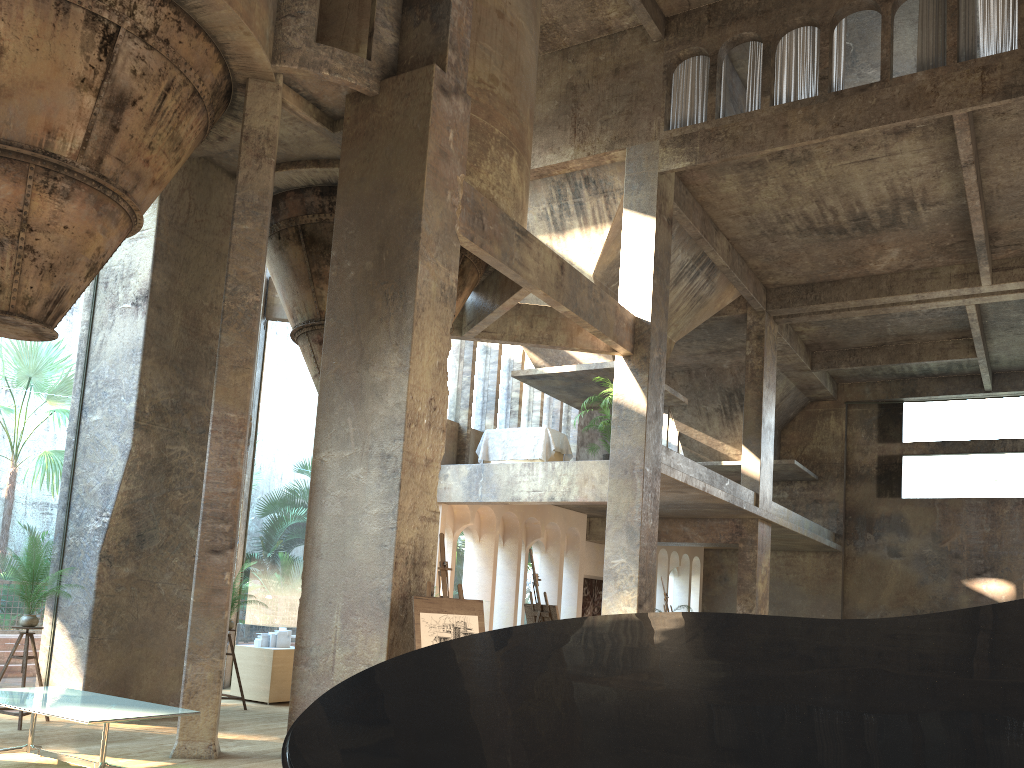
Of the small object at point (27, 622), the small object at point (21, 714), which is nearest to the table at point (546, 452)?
the small object at point (27, 622)

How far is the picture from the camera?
22.08m

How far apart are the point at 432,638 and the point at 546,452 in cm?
910

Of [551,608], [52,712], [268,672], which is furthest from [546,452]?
[52,712]

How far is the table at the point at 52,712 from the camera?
6.03m

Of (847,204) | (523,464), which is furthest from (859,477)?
(523,464)

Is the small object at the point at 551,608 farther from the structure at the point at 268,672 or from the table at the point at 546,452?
the table at the point at 546,452

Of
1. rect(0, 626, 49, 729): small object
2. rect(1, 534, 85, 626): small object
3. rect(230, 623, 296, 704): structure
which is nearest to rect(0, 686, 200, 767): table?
rect(0, 626, 49, 729): small object

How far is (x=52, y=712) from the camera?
6.0 meters

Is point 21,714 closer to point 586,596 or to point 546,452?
point 546,452
